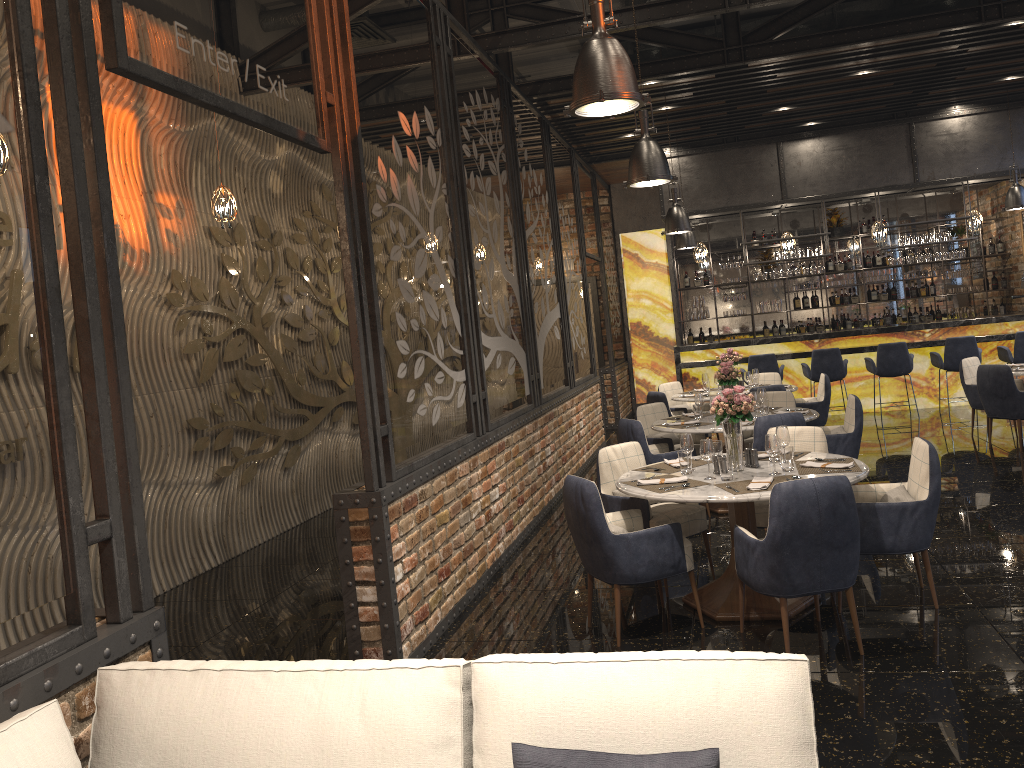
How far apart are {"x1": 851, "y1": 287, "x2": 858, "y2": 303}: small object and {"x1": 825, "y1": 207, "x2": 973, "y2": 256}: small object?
1.1m

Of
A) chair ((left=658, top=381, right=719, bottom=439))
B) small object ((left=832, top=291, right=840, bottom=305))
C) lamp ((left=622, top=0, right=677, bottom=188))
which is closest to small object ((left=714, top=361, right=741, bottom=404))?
lamp ((left=622, top=0, right=677, bottom=188))

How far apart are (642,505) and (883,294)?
11.0m

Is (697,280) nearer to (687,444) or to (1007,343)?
(1007,343)

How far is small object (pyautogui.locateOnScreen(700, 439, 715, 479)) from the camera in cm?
482

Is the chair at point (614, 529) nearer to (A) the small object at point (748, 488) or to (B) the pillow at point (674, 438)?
(A) the small object at point (748, 488)

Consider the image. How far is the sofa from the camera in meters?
1.8

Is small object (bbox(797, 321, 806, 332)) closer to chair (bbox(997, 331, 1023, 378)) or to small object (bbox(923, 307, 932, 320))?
small object (bbox(923, 307, 932, 320))

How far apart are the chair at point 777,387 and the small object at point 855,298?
6.7 meters

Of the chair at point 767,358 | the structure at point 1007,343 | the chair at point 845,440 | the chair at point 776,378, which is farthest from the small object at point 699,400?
the structure at point 1007,343
